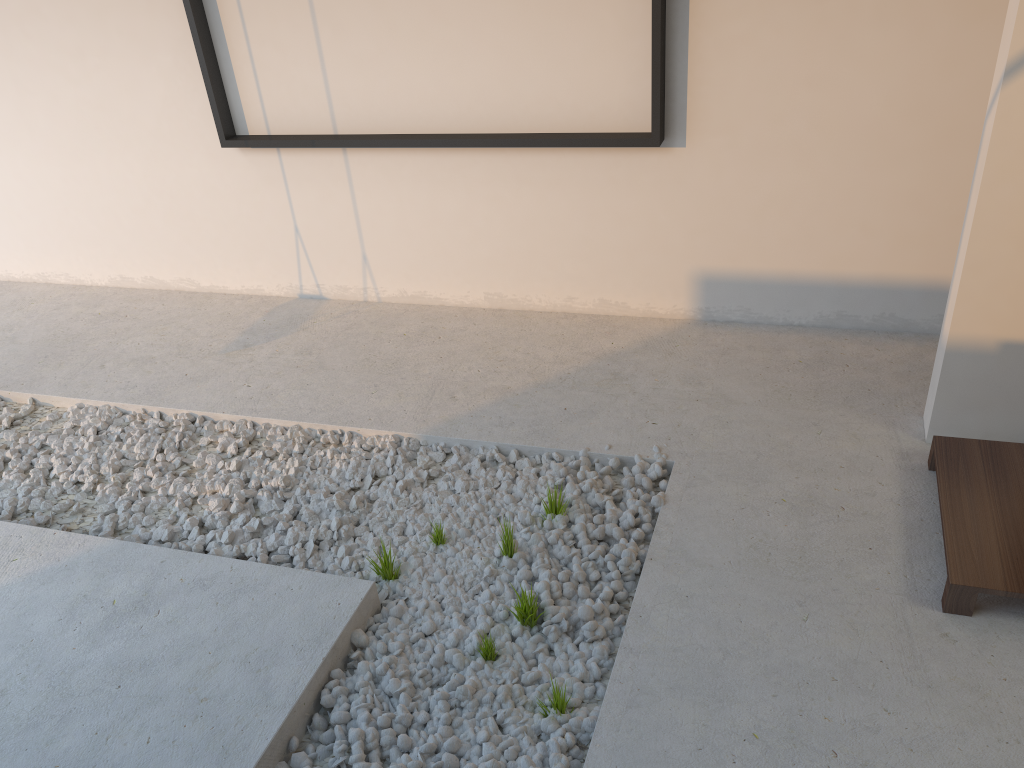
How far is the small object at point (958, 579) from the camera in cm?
220

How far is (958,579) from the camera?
2.2m

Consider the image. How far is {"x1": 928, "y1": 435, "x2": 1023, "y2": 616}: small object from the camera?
2.2 meters

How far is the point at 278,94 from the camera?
3.90m
